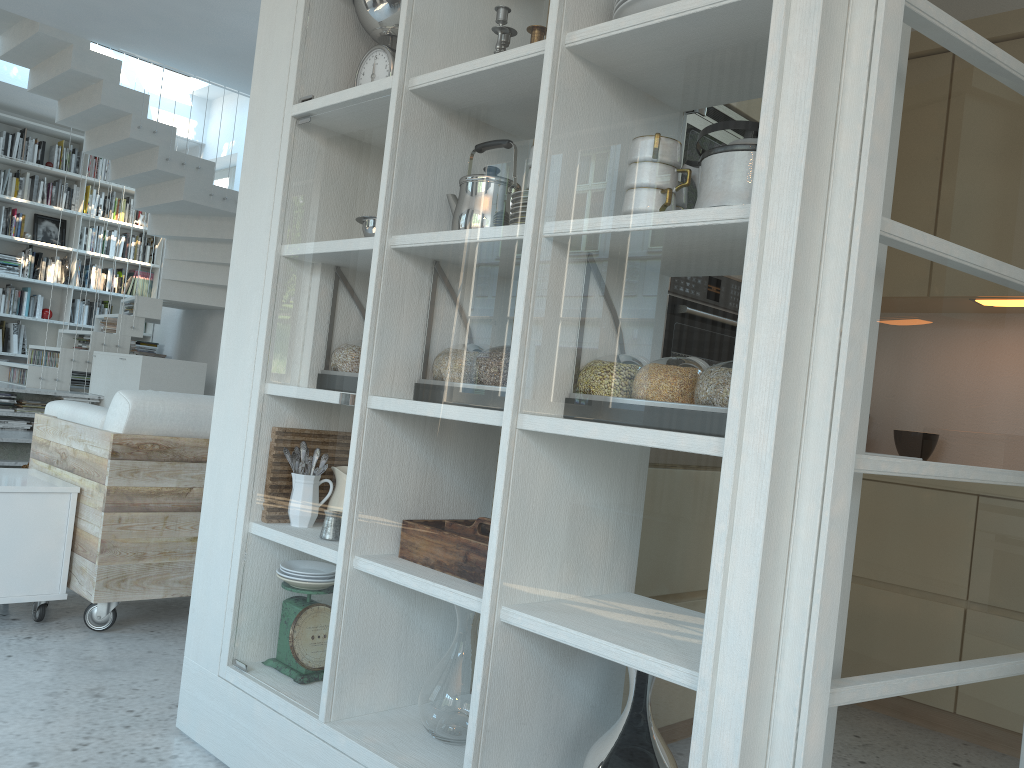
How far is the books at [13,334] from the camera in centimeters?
852cm

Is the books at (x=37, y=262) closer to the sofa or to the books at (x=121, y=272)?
the books at (x=121, y=272)

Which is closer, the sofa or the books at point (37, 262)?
the sofa

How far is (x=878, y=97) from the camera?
1.24m

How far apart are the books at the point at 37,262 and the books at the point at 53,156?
1.0m

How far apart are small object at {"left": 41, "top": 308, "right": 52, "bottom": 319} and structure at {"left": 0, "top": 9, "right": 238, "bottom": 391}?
0.81m

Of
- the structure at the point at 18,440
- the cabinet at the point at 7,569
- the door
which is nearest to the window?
the structure at the point at 18,440

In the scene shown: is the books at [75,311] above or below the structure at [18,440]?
above

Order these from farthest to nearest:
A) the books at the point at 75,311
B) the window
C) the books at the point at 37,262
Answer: the window < the books at the point at 75,311 < the books at the point at 37,262

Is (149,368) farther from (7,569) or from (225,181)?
(7,569)
